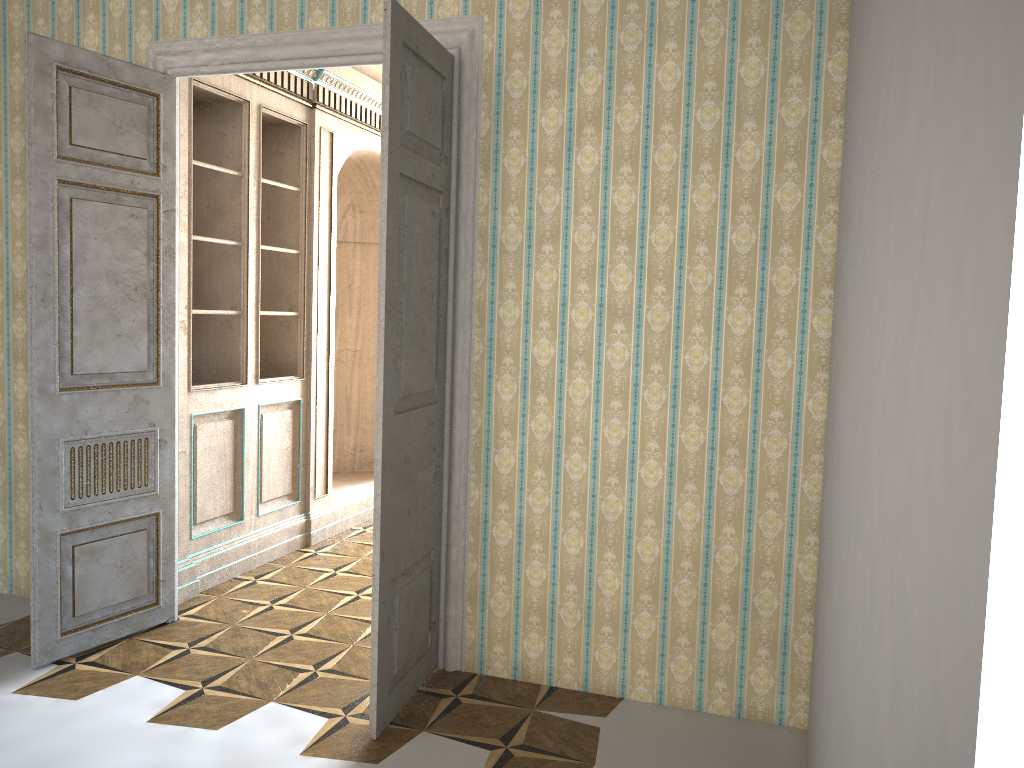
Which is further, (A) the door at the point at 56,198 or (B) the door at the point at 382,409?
(A) the door at the point at 56,198

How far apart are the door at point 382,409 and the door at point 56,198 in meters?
1.4

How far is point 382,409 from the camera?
3.2m

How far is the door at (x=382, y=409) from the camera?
3.2m

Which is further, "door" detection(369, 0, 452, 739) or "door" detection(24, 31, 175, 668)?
"door" detection(24, 31, 175, 668)

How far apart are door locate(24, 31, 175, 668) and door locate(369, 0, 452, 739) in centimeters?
143cm

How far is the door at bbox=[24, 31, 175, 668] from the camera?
3.7 meters

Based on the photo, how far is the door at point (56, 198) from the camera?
3.7 meters

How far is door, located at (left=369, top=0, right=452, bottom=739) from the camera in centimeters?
316cm

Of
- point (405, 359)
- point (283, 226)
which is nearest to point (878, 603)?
point (405, 359)
